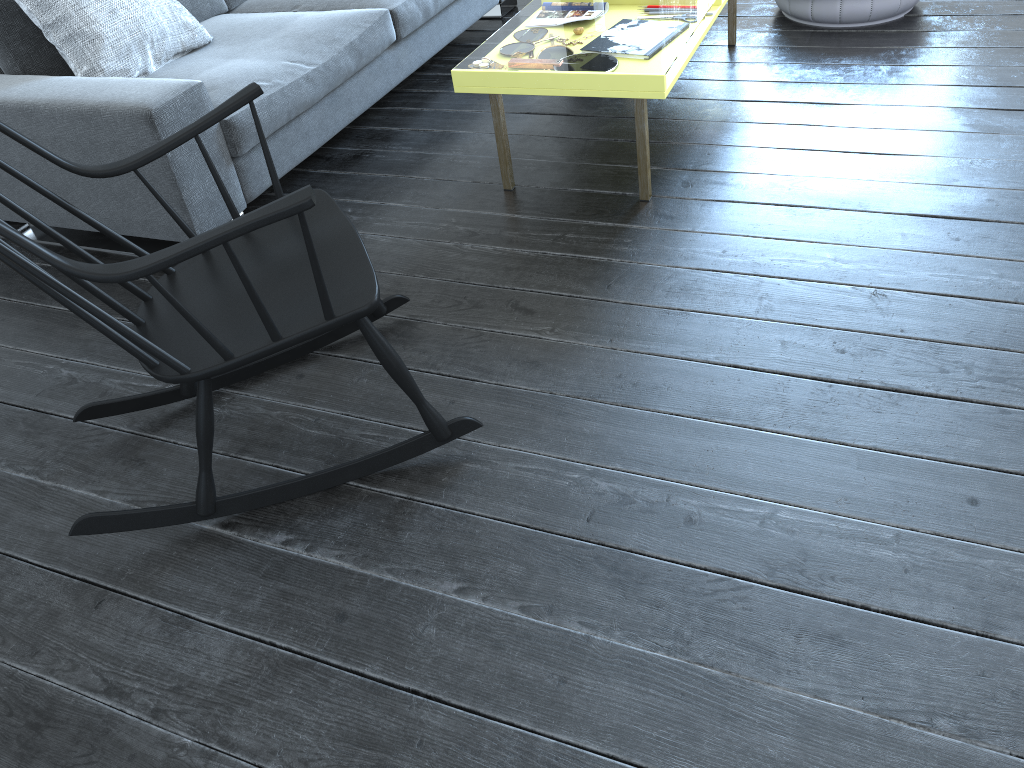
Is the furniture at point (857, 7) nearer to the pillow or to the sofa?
the sofa

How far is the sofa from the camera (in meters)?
2.30

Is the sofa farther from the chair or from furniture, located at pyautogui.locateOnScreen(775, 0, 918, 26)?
furniture, located at pyautogui.locateOnScreen(775, 0, 918, 26)

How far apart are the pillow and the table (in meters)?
1.02

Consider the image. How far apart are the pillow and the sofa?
0.02m

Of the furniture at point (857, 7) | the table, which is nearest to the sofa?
the table

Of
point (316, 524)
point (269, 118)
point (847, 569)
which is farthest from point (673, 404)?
point (269, 118)

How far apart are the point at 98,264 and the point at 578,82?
1.3m

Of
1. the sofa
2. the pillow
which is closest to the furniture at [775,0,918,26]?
the sofa

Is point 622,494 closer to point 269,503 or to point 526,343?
point 526,343
